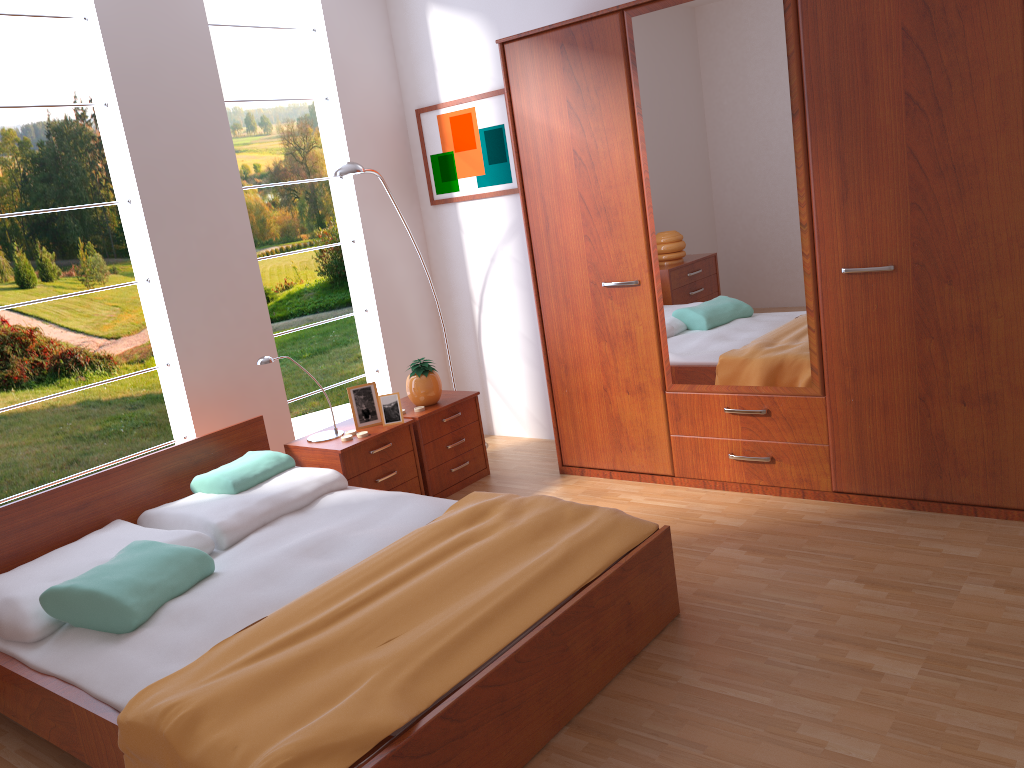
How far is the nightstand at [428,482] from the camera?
4.1 meters

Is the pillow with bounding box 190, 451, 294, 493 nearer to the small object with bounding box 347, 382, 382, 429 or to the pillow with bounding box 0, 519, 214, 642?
the pillow with bounding box 0, 519, 214, 642

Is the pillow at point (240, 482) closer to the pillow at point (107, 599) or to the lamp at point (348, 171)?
the pillow at point (107, 599)

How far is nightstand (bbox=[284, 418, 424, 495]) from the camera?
3.70m

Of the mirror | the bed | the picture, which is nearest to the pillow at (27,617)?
the bed

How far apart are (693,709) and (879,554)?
1.1m

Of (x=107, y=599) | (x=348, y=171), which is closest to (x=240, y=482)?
(x=107, y=599)

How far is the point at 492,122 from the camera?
4.52m

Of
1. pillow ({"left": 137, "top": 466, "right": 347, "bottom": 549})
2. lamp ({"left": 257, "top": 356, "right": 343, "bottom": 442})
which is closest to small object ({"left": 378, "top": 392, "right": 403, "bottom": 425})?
lamp ({"left": 257, "top": 356, "right": 343, "bottom": 442})

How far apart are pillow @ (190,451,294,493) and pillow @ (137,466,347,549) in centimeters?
2cm
